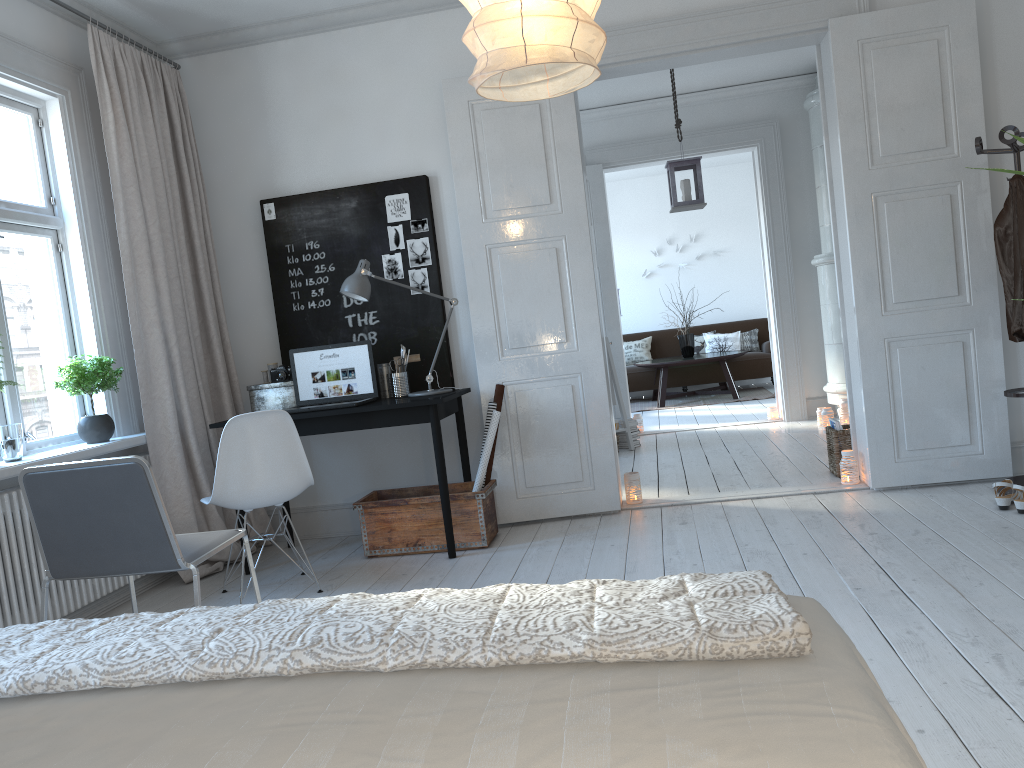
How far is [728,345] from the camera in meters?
10.9 m

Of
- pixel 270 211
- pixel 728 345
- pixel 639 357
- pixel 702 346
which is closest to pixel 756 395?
pixel 728 345

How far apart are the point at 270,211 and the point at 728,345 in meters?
7.2 m

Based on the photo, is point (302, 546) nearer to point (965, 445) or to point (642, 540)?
point (642, 540)

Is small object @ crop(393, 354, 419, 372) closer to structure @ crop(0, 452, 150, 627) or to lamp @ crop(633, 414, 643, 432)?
structure @ crop(0, 452, 150, 627)

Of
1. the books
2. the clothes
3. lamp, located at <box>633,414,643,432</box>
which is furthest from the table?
the clothes

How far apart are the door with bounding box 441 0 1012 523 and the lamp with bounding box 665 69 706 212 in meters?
1.2 m

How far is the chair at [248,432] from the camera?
3.7m

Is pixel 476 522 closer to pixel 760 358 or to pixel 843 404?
pixel 843 404

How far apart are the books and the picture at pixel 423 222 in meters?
2.5 m
